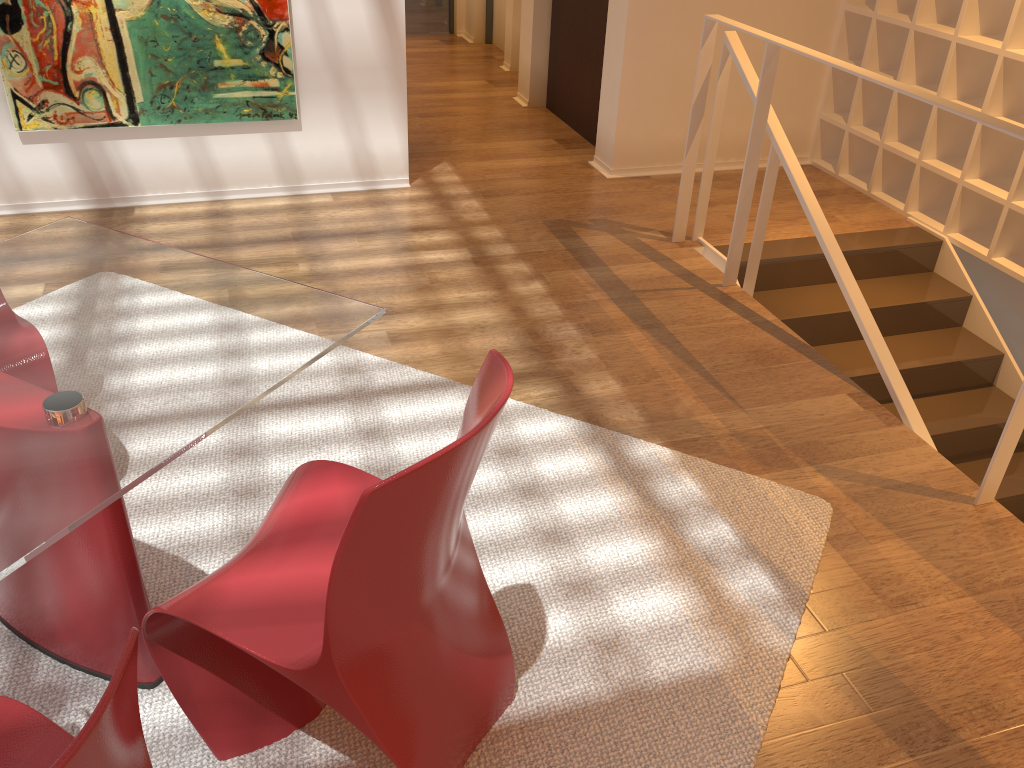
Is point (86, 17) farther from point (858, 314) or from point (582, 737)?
point (582, 737)

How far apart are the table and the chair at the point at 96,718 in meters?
0.2

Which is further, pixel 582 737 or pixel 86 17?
pixel 86 17

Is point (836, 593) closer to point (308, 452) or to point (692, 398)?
point (692, 398)

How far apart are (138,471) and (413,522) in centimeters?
48cm

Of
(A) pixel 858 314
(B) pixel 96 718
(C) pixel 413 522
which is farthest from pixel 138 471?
(A) pixel 858 314

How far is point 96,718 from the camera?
0.9 meters

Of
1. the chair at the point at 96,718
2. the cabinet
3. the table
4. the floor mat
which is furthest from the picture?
the chair at the point at 96,718

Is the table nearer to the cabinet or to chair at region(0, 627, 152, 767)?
chair at region(0, 627, 152, 767)

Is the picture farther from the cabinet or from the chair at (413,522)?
the chair at (413,522)
